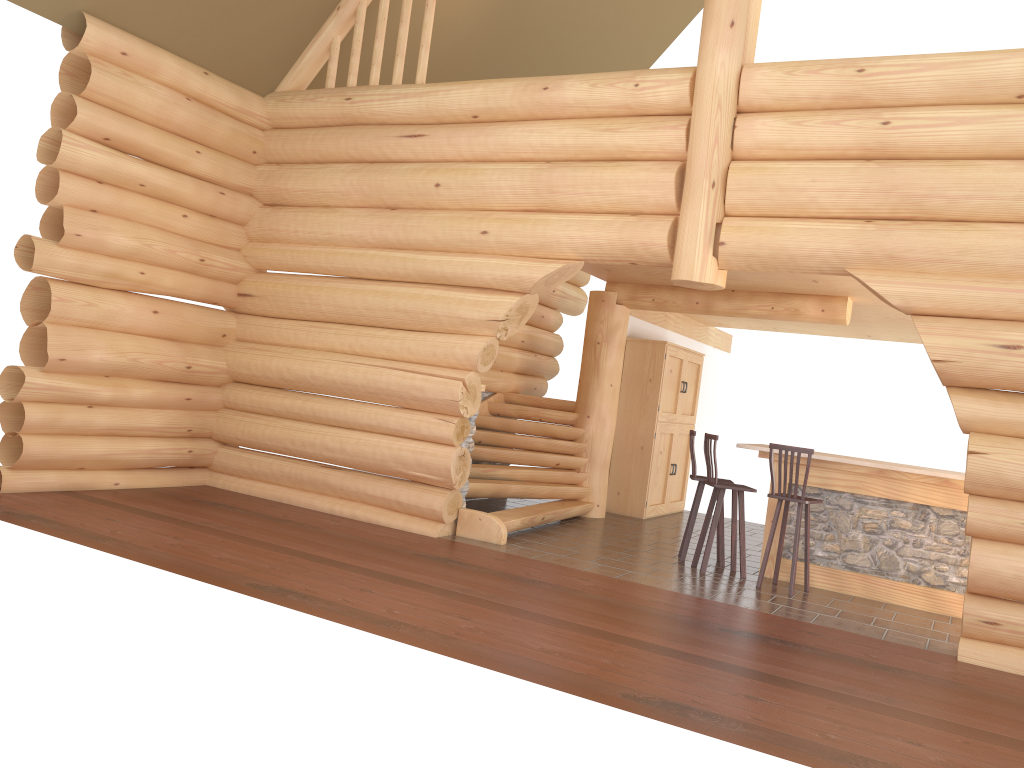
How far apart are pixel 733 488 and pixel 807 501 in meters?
0.7 m

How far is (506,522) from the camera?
8.73m

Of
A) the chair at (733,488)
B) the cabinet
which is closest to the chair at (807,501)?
the chair at (733,488)

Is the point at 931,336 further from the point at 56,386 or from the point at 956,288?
the point at 56,386

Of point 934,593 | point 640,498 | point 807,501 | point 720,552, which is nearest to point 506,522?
point 720,552

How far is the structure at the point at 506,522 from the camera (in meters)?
8.73

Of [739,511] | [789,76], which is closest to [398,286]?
[739,511]

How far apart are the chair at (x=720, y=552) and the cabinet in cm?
284

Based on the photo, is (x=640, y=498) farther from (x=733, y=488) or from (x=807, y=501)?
(x=807, y=501)

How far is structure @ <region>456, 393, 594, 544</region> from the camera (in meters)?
8.73
